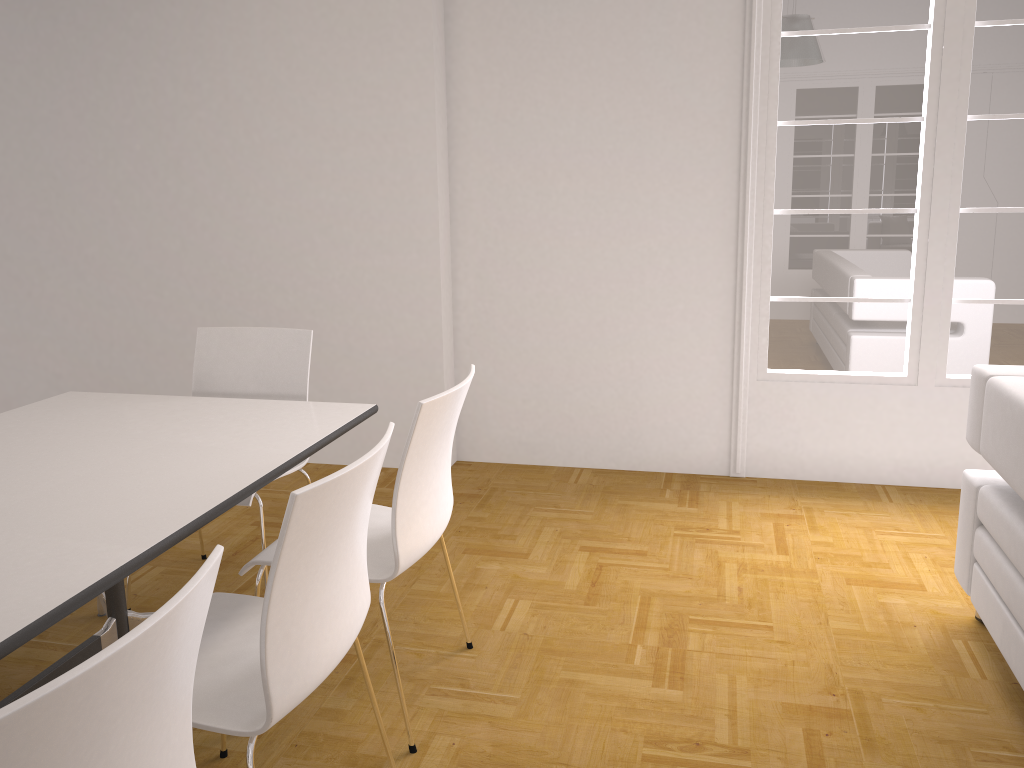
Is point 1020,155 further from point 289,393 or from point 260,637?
point 260,637

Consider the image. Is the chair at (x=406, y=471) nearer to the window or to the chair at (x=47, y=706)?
the chair at (x=47, y=706)

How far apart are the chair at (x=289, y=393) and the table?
0.2m

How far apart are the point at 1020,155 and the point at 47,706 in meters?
4.2 m

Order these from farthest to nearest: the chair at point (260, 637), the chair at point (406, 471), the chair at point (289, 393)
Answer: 1. the chair at point (289, 393)
2. the chair at point (406, 471)
3. the chair at point (260, 637)

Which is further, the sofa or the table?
the sofa

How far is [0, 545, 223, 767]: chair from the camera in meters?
0.9 m

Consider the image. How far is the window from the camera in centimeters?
389cm

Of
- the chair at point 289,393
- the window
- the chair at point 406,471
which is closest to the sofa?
the window

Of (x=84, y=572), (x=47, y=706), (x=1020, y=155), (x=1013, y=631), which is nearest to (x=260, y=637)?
(x=84, y=572)
